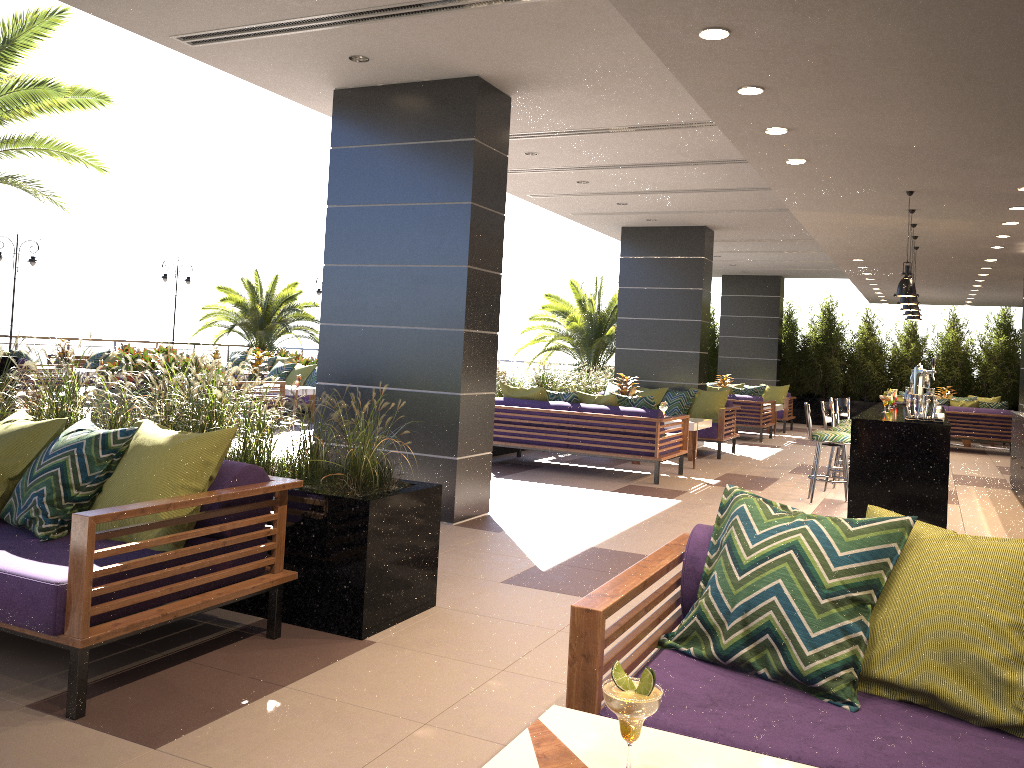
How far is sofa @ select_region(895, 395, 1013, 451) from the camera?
14.6m

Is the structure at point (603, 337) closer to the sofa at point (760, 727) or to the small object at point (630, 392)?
the small object at point (630, 392)

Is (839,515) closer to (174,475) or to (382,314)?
(382,314)

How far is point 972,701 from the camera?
2.1 meters

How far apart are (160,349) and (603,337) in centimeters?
911cm

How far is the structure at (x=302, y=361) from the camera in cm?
1588

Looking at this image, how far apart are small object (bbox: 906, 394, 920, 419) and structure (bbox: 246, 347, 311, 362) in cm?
1623

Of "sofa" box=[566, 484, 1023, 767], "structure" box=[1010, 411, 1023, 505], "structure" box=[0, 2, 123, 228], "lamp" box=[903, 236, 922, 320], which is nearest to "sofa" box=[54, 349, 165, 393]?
"structure" box=[0, 2, 123, 228]

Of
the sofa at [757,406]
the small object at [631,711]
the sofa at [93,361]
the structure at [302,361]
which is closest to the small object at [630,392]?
the sofa at [757,406]

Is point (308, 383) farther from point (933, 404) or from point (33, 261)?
point (933, 404)
